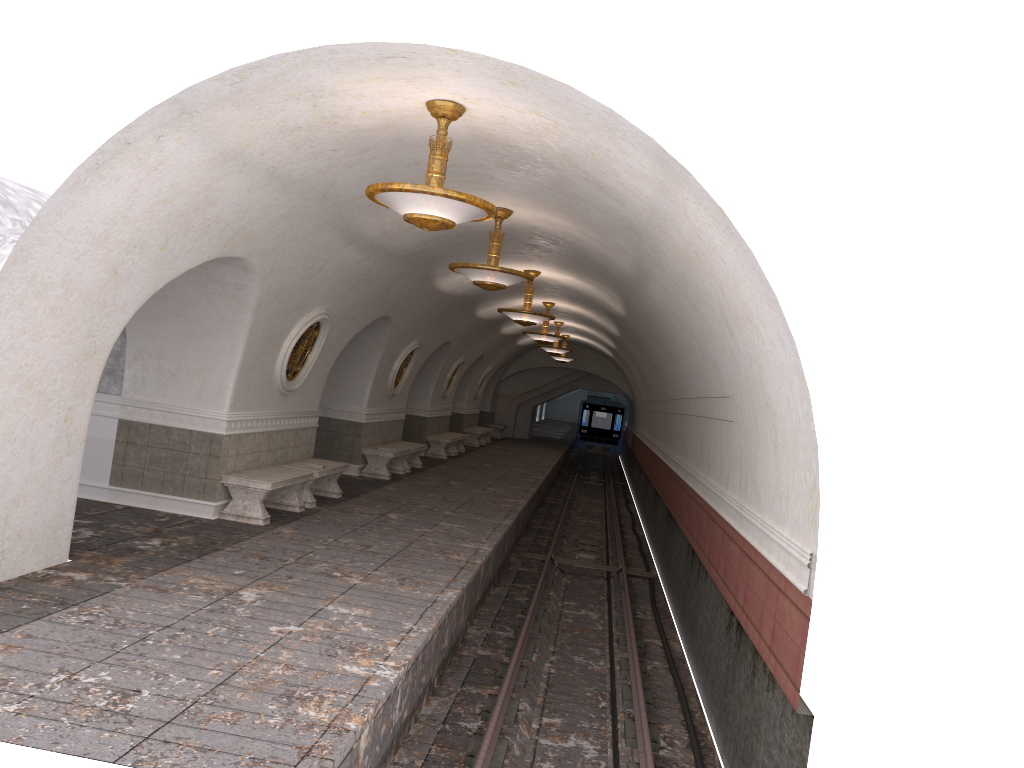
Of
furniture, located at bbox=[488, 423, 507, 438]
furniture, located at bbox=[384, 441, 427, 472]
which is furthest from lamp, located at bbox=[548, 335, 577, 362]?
furniture, located at bbox=[384, 441, 427, 472]

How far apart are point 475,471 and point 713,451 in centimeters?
1037cm

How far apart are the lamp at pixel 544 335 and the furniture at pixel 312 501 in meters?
7.5 m

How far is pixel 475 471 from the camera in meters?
20.0 m

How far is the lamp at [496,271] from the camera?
9.93m

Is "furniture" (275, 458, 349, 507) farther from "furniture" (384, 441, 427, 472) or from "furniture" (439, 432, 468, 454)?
"furniture" (439, 432, 468, 454)

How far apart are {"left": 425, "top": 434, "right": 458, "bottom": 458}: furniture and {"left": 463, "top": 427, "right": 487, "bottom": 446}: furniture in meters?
4.6

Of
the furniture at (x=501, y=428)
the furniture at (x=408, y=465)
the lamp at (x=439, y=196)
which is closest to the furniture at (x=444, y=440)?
the furniture at (x=408, y=465)

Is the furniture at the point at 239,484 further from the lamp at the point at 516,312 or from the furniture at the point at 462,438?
the furniture at the point at 462,438

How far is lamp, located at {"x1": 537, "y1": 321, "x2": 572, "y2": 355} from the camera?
24.38m
